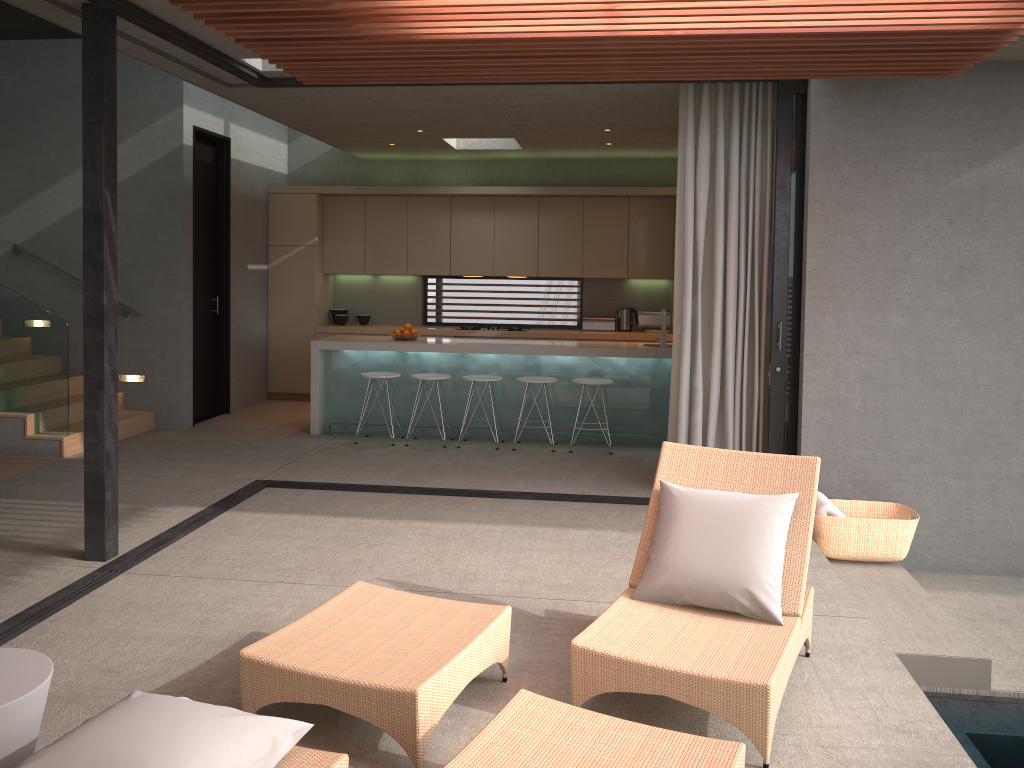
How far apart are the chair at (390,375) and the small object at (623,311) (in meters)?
3.35

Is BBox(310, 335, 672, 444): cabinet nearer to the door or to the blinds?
the door

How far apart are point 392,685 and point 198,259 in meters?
7.2

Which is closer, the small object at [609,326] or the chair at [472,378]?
the chair at [472,378]

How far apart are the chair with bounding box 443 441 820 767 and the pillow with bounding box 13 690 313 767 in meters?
0.4 m

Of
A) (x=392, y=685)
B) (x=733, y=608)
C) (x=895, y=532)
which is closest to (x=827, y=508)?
(x=895, y=532)

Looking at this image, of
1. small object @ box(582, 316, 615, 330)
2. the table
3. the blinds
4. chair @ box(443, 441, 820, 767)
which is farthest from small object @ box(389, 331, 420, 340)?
the table

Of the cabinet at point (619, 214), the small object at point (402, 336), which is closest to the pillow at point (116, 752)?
the small object at point (402, 336)

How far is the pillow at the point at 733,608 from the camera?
3.5m

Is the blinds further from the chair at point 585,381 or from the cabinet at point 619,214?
the cabinet at point 619,214
